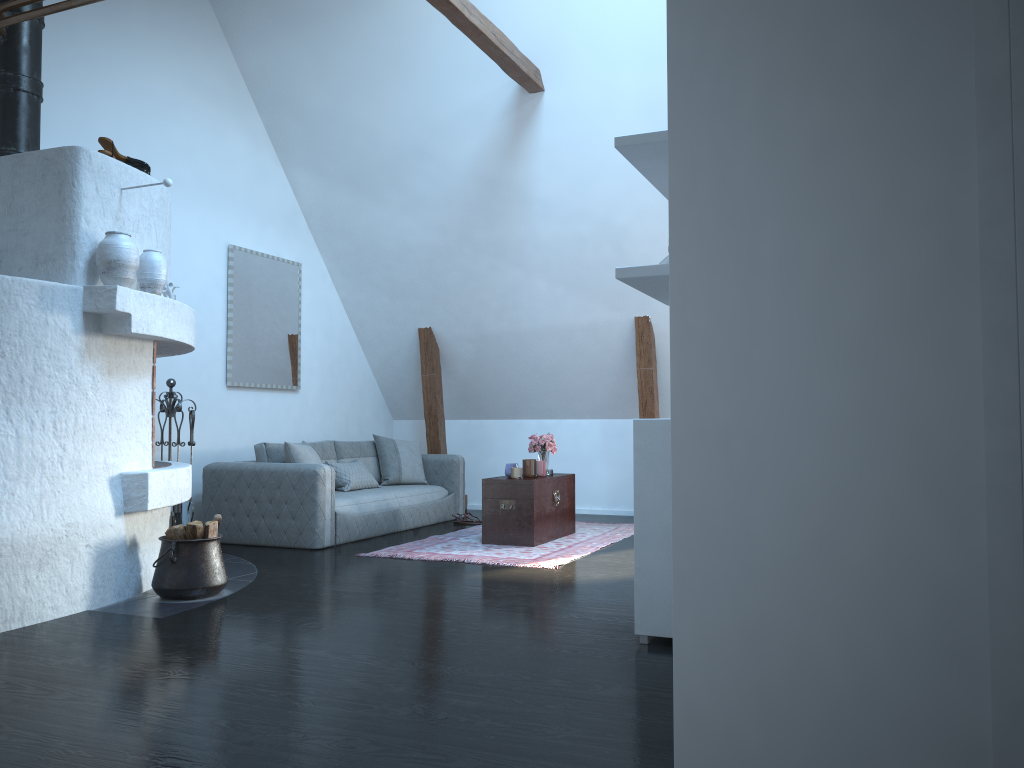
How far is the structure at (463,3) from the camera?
5.6 meters

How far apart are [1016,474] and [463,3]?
5.3 meters

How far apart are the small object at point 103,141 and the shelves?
2.95m

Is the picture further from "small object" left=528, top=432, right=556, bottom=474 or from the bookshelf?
the bookshelf

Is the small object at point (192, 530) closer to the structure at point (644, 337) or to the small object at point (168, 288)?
the small object at point (168, 288)

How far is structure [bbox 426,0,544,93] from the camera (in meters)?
5.60

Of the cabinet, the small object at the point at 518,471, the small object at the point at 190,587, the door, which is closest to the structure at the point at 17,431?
the small object at the point at 190,587

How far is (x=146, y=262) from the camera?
4.7 meters

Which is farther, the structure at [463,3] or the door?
the structure at [463,3]

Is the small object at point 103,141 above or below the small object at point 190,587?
above
